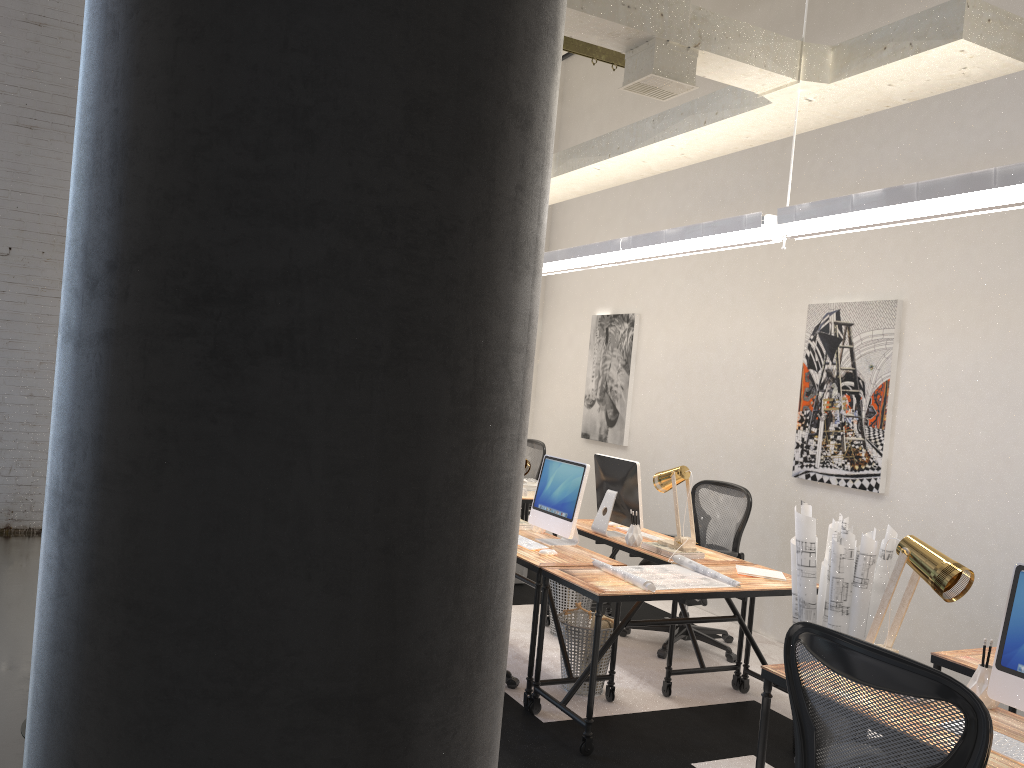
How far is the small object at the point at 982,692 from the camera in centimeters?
277cm

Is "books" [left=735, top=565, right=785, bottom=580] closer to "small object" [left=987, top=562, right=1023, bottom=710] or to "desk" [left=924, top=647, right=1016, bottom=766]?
"desk" [left=924, top=647, right=1016, bottom=766]

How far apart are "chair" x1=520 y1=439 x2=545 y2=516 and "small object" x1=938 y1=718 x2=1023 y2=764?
5.67m

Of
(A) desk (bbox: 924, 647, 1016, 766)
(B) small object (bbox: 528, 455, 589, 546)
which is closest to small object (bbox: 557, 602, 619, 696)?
(B) small object (bbox: 528, 455, 589, 546)

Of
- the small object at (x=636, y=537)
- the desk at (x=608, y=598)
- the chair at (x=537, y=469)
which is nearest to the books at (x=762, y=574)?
the desk at (x=608, y=598)

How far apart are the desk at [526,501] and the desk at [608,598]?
2.2 meters

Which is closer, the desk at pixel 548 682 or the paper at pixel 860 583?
the paper at pixel 860 583

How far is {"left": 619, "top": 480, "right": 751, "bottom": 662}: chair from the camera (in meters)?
5.63

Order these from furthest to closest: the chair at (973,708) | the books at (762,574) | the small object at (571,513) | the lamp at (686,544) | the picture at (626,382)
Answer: the picture at (626,382) → the lamp at (686,544) → the small object at (571,513) → the books at (762,574) → the chair at (973,708)

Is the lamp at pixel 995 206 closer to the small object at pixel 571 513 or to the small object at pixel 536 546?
the small object at pixel 571 513
